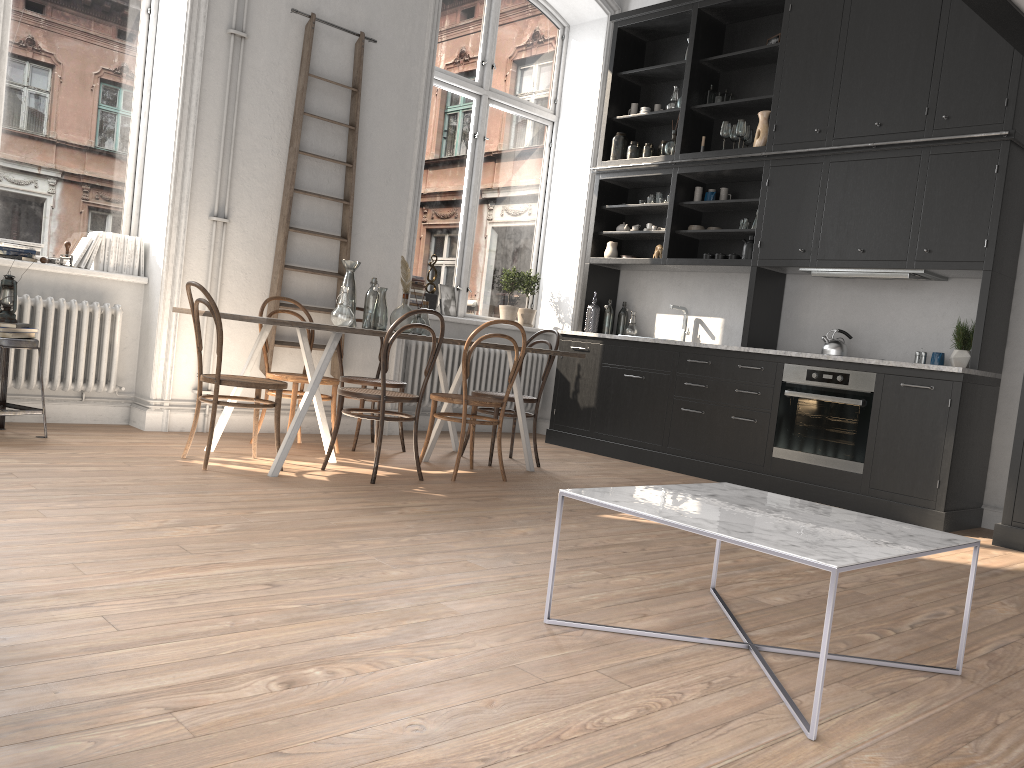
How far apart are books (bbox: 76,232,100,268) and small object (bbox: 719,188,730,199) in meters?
4.4 m

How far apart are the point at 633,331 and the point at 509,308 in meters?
1.1 m

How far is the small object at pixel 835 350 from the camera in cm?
591

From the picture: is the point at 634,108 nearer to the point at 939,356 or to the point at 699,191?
the point at 699,191

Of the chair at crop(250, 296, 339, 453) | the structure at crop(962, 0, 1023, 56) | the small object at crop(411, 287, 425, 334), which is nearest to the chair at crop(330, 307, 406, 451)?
the chair at crop(250, 296, 339, 453)

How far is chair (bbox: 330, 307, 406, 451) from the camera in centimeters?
562cm

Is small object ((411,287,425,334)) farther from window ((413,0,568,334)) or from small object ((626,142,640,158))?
small object ((626,142,640,158))

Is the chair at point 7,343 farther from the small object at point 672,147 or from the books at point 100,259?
the small object at point 672,147

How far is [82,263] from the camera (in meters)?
5.37

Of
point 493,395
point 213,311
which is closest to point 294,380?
point 213,311
